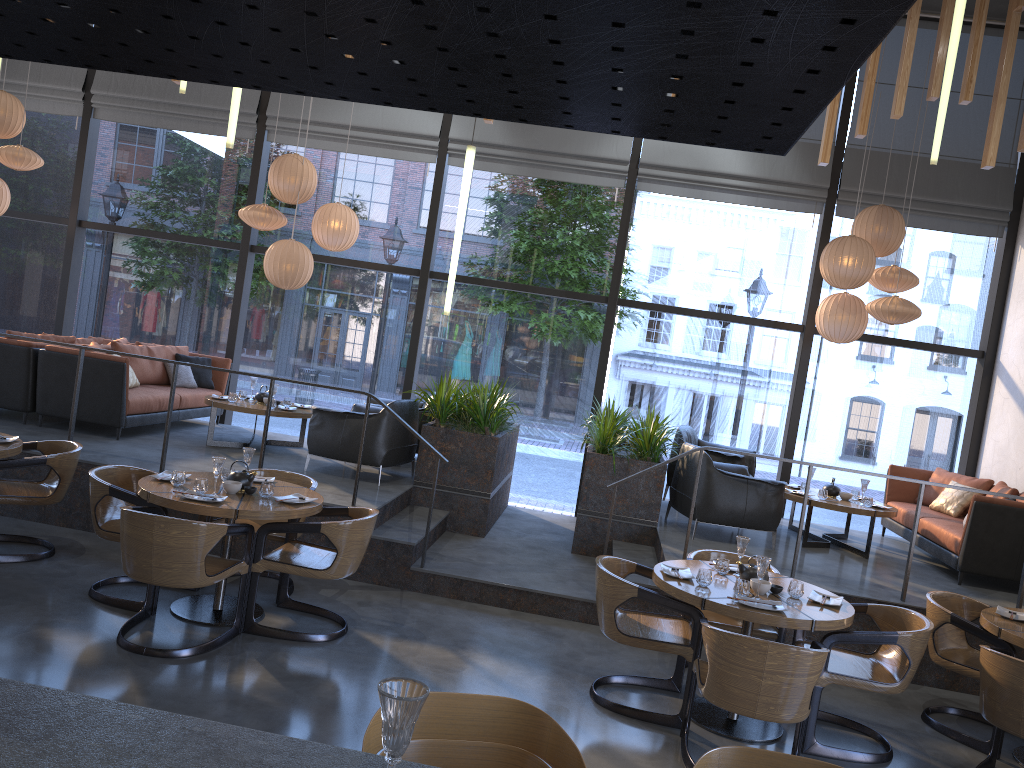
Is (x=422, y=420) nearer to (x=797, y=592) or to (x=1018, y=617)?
(x=797, y=592)

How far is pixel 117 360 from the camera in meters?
7.8

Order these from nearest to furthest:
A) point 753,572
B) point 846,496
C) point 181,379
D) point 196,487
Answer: point 753,572
point 196,487
point 846,496
point 181,379

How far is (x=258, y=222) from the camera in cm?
849

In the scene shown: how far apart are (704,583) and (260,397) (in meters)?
5.31

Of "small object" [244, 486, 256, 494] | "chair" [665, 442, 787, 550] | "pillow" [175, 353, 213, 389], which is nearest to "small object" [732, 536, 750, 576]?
"chair" [665, 442, 787, 550]

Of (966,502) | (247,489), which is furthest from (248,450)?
(966,502)

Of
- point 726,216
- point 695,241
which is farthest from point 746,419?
point 726,216

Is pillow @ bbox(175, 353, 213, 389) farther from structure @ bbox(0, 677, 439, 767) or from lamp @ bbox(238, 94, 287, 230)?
structure @ bbox(0, 677, 439, 767)

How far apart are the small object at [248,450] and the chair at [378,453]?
1.90m
